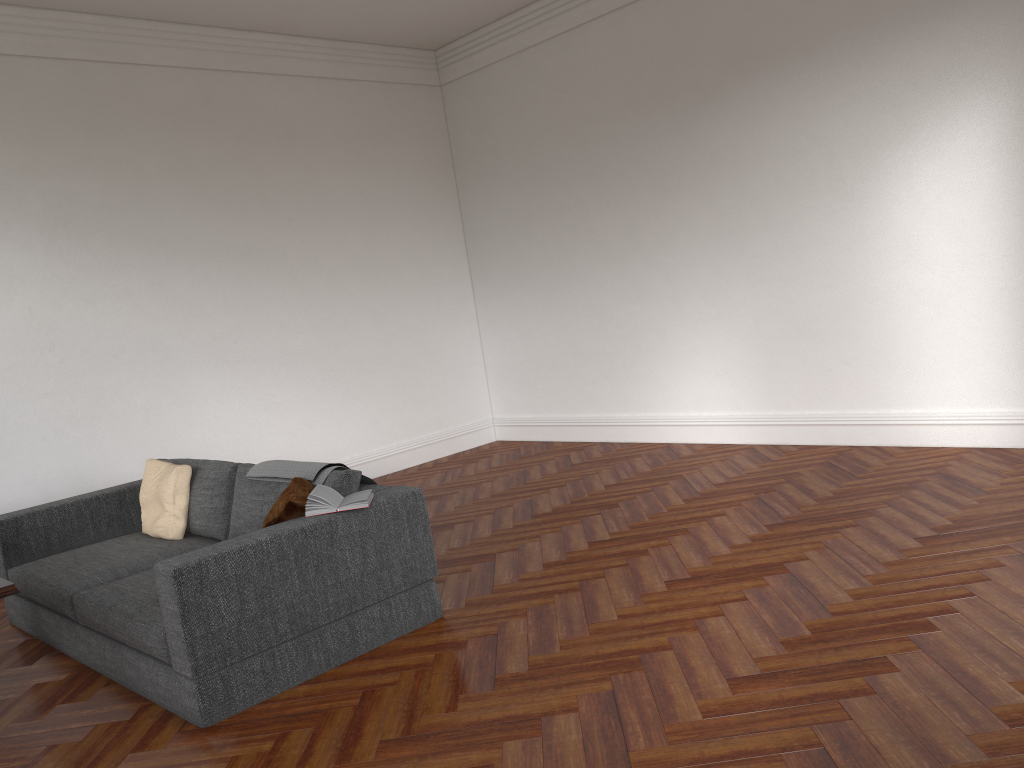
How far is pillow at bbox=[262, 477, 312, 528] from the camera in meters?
3.9

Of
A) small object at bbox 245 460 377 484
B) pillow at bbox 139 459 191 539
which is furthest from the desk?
pillow at bbox 139 459 191 539

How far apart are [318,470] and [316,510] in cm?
44

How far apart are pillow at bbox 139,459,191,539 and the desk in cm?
200

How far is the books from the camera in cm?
387

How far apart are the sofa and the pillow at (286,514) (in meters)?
0.06

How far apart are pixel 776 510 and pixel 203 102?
5.5m

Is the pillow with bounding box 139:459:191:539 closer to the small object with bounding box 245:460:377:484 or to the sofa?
the sofa

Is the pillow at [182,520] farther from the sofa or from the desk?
the desk

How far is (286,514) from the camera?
3.9m
